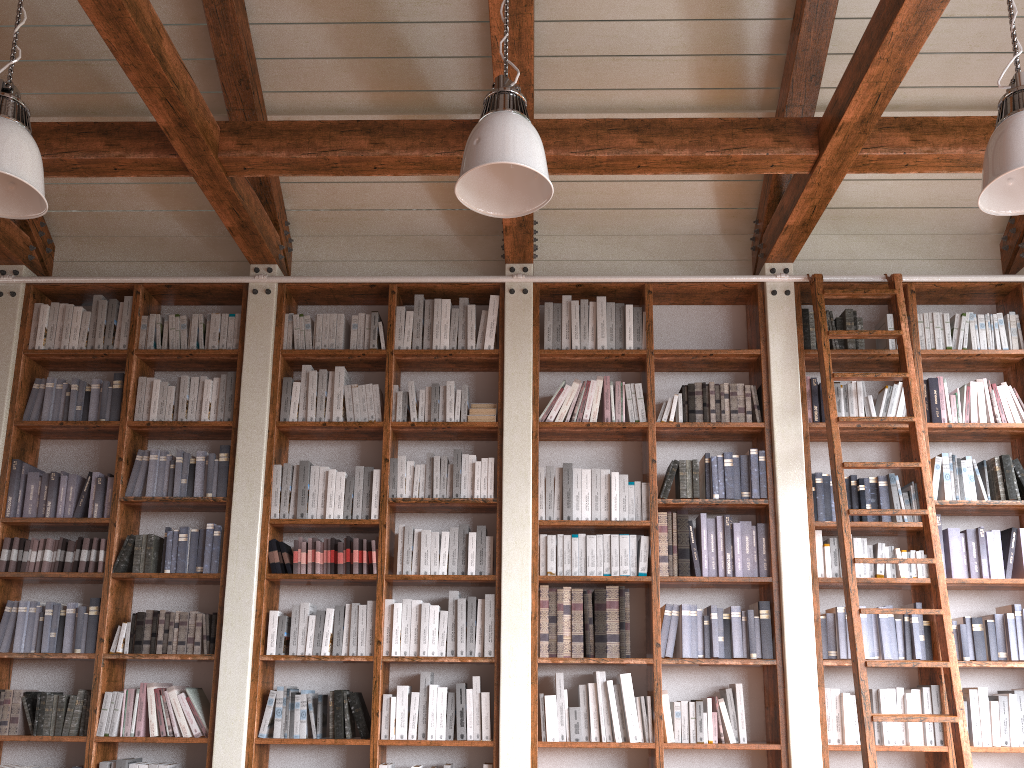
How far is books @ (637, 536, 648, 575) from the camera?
4.66m

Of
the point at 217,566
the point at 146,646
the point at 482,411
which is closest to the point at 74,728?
the point at 146,646

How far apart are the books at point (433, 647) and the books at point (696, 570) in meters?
1.4

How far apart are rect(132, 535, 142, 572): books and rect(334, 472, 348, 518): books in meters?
1.1 m

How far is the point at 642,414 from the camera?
5.0 meters

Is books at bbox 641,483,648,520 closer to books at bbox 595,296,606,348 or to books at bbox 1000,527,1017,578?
books at bbox 595,296,606,348

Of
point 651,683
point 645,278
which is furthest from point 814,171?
point 651,683

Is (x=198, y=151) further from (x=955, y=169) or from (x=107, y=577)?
(x=955, y=169)

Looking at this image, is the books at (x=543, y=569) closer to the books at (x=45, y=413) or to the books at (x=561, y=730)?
the books at (x=561, y=730)

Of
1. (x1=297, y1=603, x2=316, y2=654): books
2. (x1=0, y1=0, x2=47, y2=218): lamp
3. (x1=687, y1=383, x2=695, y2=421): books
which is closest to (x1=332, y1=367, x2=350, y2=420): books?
(x1=297, y1=603, x2=316, y2=654): books
